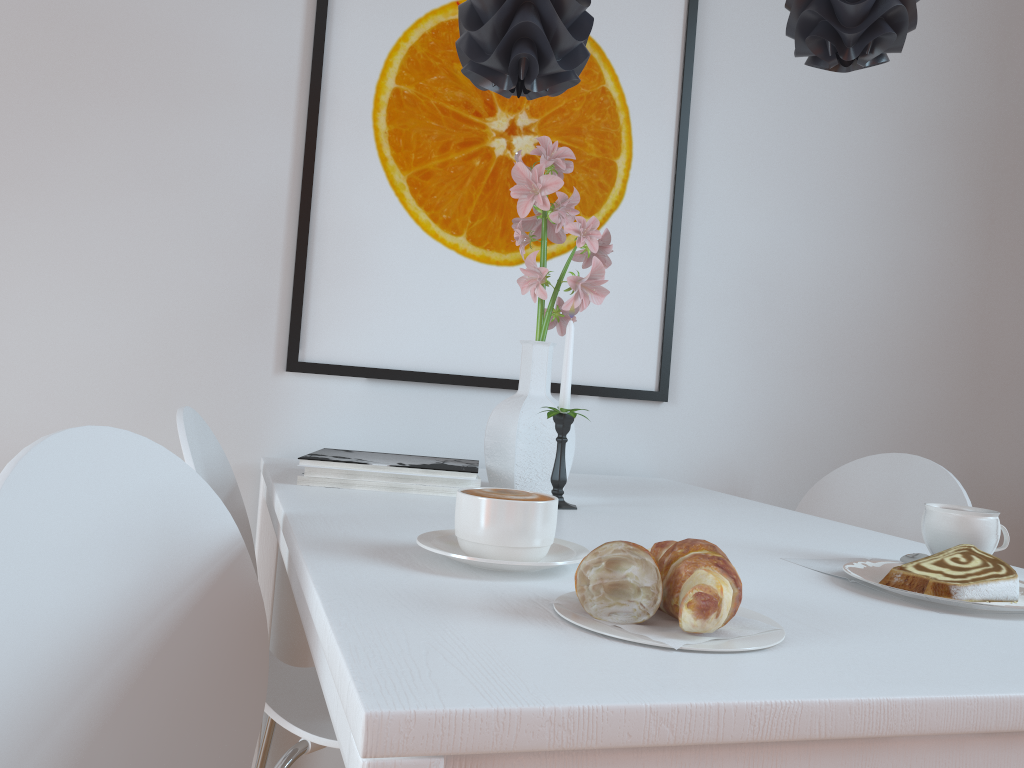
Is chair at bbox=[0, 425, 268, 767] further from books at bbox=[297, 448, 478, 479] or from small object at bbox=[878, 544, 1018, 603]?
small object at bbox=[878, 544, 1018, 603]

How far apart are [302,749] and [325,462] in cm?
39

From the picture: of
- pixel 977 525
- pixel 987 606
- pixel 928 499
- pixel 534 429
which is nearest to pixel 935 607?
pixel 987 606

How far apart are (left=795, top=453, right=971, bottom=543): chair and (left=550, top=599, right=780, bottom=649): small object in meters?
1.1

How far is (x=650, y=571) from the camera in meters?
0.6

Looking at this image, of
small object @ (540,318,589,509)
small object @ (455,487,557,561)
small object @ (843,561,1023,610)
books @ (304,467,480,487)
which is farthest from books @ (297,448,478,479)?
small object @ (843,561,1023,610)

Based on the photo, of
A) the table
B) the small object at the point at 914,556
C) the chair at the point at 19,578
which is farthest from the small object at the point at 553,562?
the small object at the point at 914,556

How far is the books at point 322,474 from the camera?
1.3m

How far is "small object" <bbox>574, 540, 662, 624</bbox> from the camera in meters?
0.6

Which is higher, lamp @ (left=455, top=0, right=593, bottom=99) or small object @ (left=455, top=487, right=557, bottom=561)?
lamp @ (left=455, top=0, right=593, bottom=99)
